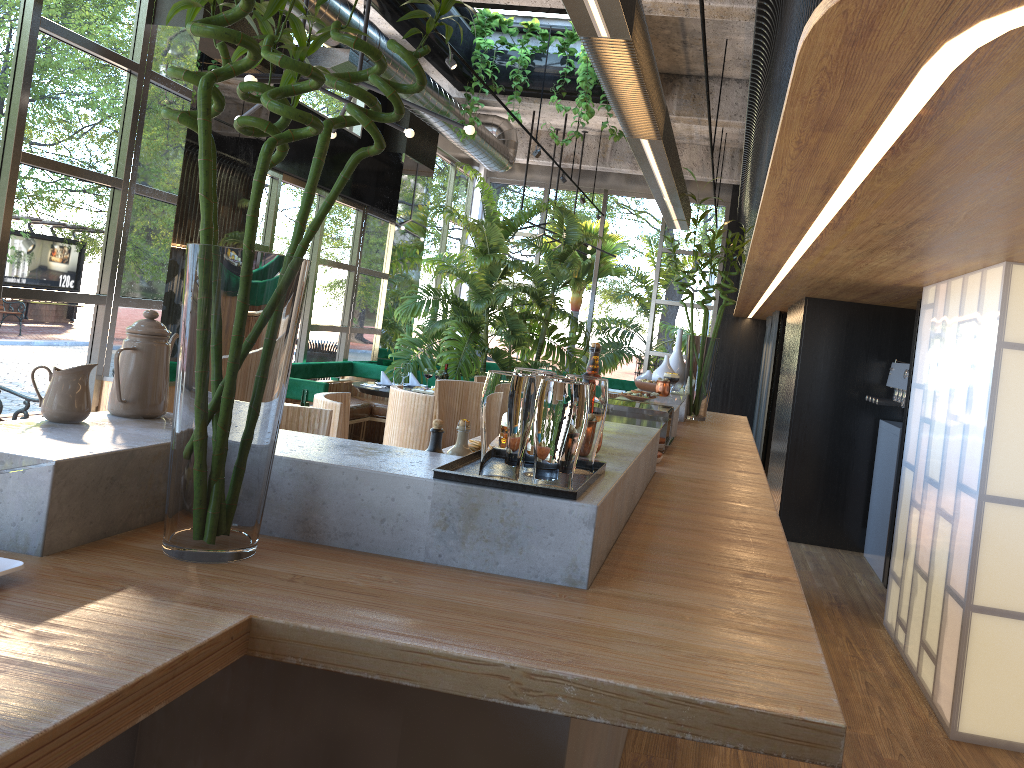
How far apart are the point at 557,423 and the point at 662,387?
3.3 meters

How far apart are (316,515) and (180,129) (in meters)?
5.38

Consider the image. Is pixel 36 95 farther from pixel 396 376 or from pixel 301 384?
pixel 396 376

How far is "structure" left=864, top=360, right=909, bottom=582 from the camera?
6.5m

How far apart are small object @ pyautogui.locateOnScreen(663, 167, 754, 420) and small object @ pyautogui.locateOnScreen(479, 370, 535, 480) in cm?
368

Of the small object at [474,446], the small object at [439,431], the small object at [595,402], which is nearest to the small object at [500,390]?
the small object at [595,402]

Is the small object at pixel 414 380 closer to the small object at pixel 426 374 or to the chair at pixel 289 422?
the small object at pixel 426 374

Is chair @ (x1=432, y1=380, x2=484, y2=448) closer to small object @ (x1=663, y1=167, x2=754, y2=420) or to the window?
small object @ (x1=663, y1=167, x2=754, y2=420)

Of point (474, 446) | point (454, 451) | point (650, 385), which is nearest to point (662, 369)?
point (650, 385)

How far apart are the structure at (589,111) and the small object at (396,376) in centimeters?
267cm
